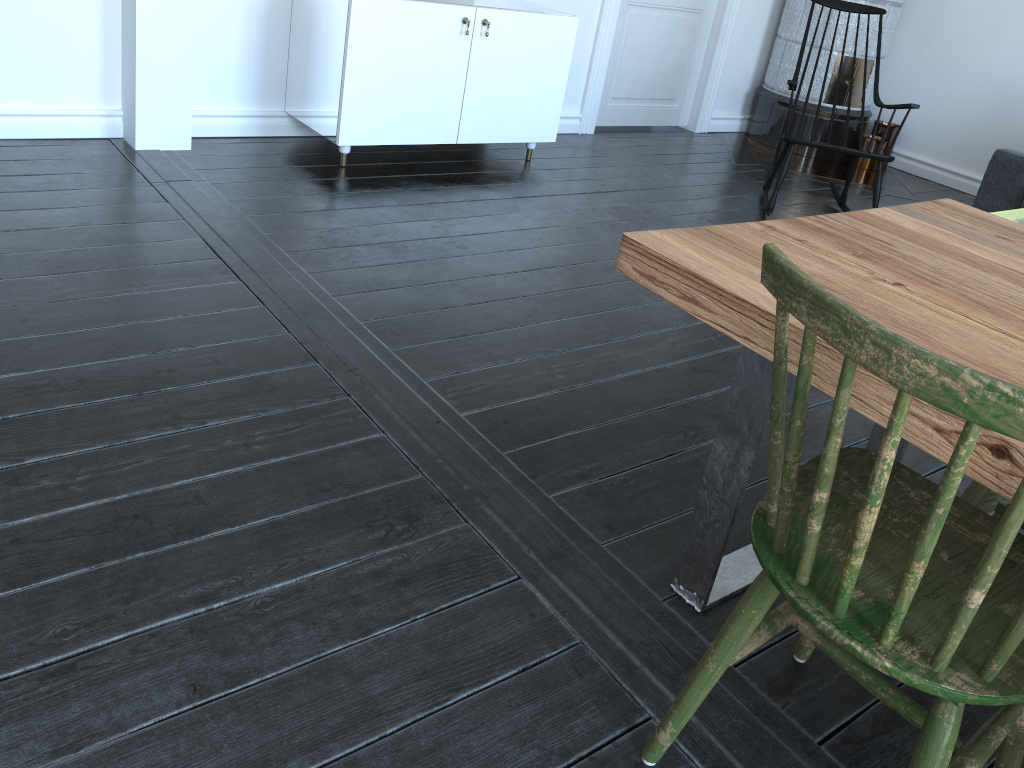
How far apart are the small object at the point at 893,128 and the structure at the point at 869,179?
0.10m

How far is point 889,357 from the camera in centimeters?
89cm

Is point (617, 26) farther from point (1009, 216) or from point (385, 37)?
point (1009, 216)

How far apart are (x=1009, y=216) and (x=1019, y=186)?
6.04m

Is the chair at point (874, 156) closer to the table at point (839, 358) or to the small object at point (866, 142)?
the small object at point (866, 142)

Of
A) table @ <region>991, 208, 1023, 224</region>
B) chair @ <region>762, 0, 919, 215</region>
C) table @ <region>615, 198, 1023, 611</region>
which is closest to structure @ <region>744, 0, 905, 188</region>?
chair @ <region>762, 0, 919, 215</region>

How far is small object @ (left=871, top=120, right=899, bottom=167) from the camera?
5.6 meters

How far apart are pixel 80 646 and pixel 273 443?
0.6m

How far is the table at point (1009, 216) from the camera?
9.4m

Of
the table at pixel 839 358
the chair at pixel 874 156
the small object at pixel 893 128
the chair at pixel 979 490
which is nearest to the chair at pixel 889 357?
the table at pixel 839 358
